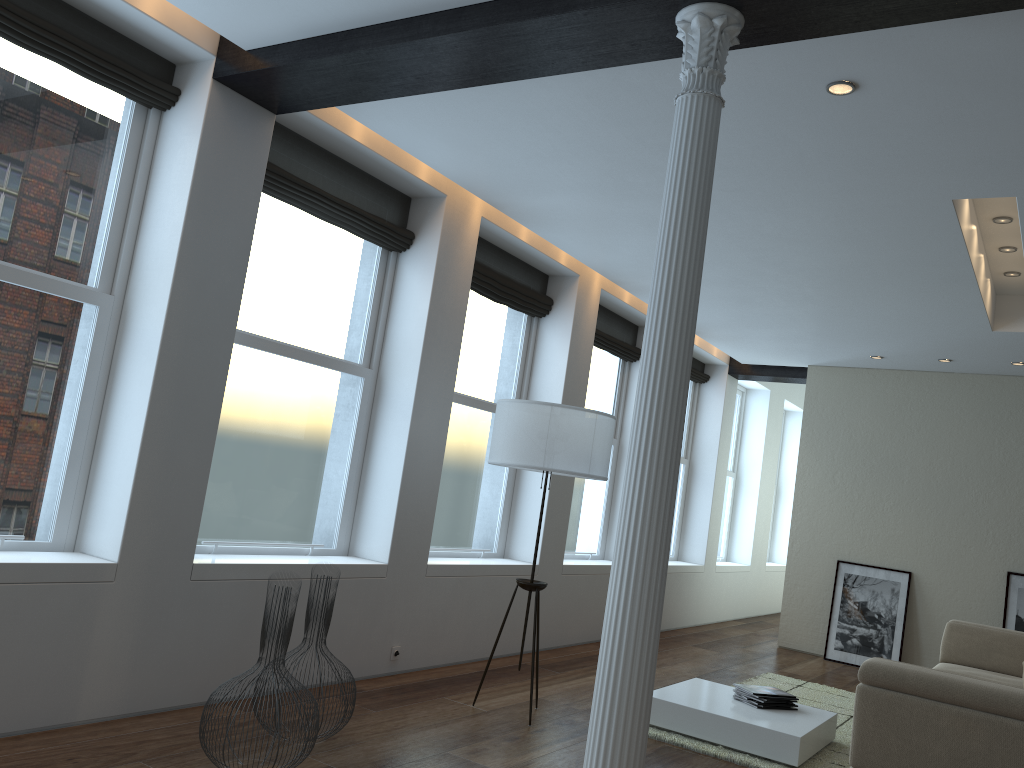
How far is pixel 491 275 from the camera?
6.46m

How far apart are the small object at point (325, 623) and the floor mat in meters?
2.0

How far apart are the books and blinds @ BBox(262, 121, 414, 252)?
3.43m

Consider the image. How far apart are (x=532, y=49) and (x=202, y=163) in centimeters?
167cm

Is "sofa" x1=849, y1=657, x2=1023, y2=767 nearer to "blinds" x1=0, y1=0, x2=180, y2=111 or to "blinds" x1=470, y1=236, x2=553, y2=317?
"blinds" x1=470, y1=236, x2=553, y2=317

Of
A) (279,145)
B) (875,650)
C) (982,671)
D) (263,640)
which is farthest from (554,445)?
(875,650)

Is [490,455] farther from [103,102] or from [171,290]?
[103,102]

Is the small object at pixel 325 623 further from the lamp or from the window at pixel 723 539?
the window at pixel 723 539

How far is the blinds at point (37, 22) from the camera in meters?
3.6 m

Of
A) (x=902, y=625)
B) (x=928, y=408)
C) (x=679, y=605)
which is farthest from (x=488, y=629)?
(x=928, y=408)
